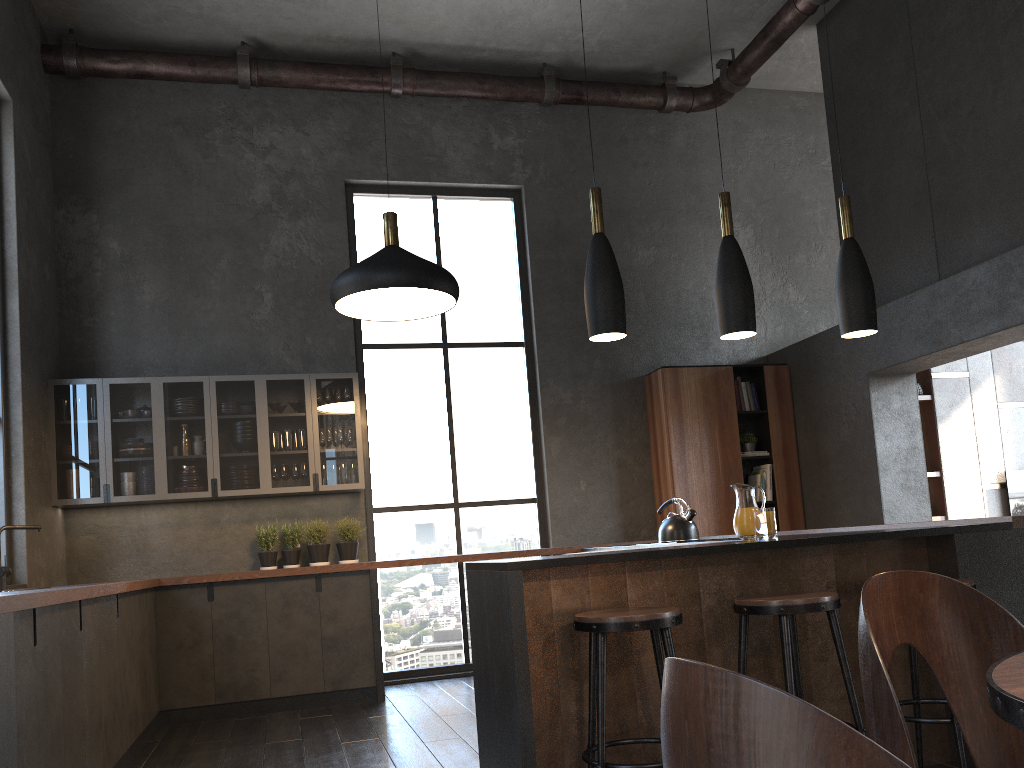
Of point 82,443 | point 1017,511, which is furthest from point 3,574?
point 1017,511

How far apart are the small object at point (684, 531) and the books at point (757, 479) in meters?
2.1 m

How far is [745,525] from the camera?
3.3m

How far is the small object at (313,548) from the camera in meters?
6.4

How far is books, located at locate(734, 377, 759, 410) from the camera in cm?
742

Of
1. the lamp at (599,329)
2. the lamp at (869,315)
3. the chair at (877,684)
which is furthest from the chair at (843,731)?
the lamp at (869,315)

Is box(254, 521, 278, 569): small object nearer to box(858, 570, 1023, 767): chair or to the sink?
the sink

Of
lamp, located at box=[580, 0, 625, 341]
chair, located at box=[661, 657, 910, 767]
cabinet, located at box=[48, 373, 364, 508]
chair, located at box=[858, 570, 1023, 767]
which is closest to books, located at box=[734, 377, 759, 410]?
cabinet, located at box=[48, 373, 364, 508]

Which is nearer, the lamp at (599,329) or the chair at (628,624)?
the chair at (628,624)

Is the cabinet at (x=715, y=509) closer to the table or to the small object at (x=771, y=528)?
the small object at (x=771, y=528)
